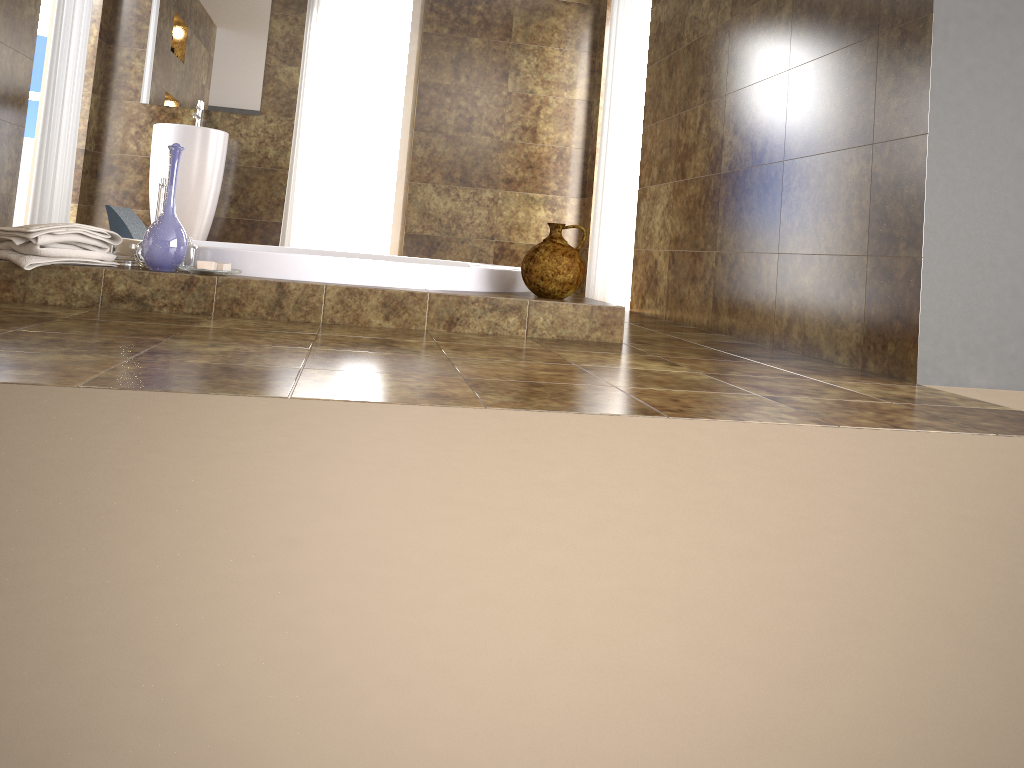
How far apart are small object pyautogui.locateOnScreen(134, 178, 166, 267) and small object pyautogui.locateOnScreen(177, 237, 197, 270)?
0.1m

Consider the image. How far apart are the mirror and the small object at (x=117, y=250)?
3.06m

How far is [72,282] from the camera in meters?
2.6 m

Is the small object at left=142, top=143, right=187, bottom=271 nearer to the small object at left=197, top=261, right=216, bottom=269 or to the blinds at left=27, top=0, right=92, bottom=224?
the small object at left=197, top=261, right=216, bottom=269

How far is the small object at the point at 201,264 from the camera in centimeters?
269cm

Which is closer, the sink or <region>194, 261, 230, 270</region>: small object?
<region>194, 261, 230, 270</region>: small object

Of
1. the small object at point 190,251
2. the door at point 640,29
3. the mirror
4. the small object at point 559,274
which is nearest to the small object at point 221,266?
the small object at point 190,251

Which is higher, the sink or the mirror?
the mirror

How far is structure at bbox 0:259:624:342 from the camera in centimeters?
264cm

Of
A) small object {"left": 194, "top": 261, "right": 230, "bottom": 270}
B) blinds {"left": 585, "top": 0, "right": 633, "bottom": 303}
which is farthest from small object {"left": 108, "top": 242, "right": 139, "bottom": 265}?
blinds {"left": 585, "top": 0, "right": 633, "bottom": 303}
